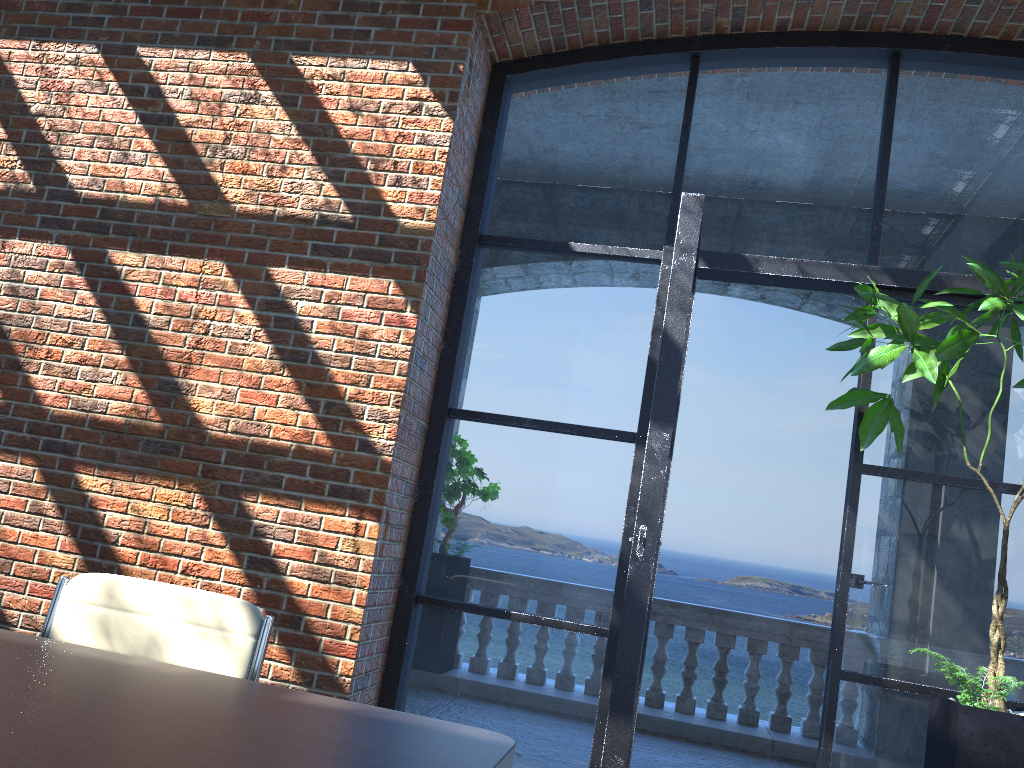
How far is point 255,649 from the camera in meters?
2.0

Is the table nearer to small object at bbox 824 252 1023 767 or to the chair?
the chair

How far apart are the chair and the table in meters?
0.3

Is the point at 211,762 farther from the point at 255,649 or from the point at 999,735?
the point at 999,735

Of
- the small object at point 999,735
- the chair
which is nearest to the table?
the chair

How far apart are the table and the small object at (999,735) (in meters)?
1.91

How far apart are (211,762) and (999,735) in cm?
257

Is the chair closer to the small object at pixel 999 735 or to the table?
the table

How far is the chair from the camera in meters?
2.0 m

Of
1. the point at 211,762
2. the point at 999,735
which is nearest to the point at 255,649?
the point at 211,762
